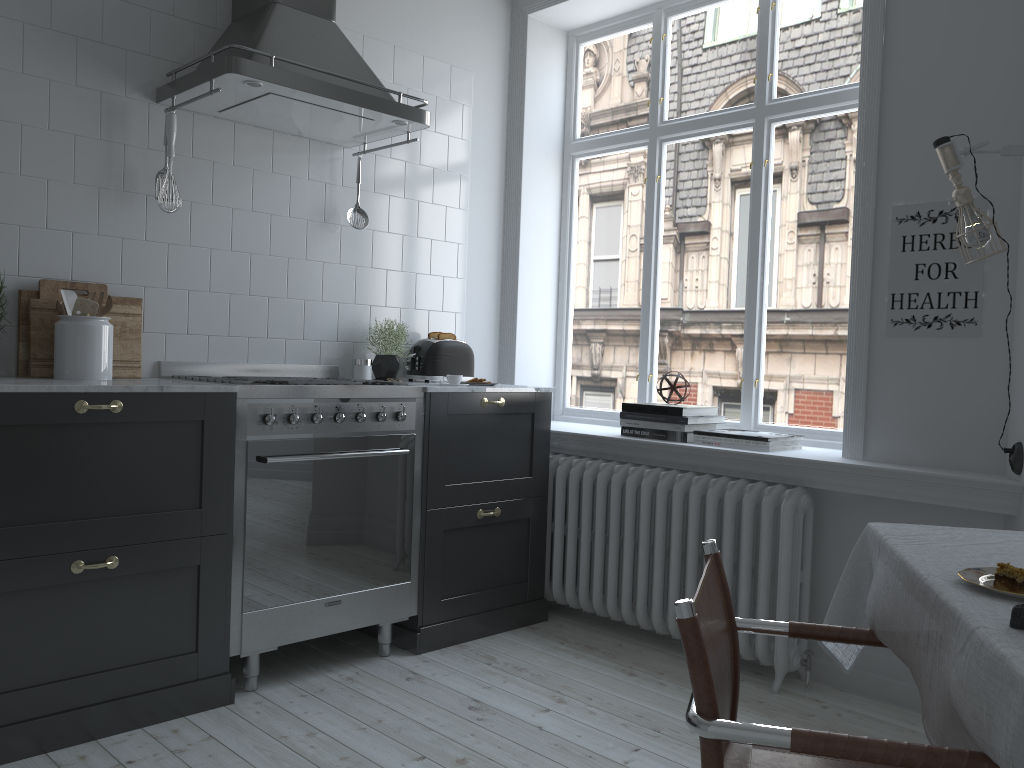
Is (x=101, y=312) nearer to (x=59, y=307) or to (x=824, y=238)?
(x=59, y=307)

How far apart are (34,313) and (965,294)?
3.1 meters

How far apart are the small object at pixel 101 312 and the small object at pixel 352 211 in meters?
1.1 m

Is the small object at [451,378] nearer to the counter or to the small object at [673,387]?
the counter

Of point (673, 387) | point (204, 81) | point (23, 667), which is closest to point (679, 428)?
point (673, 387)

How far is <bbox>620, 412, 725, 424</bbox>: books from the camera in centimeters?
Answer: 363cm

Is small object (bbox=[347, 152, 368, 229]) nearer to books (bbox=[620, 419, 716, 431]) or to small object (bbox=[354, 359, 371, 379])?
small object (bbox=[354, 359, 371, 379])

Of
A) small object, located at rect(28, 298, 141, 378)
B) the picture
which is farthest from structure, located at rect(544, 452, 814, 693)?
small object, located at rect(28, 298, 141, 378)

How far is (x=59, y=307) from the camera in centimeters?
286cm

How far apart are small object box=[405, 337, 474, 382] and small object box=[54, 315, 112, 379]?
1.4 meters
